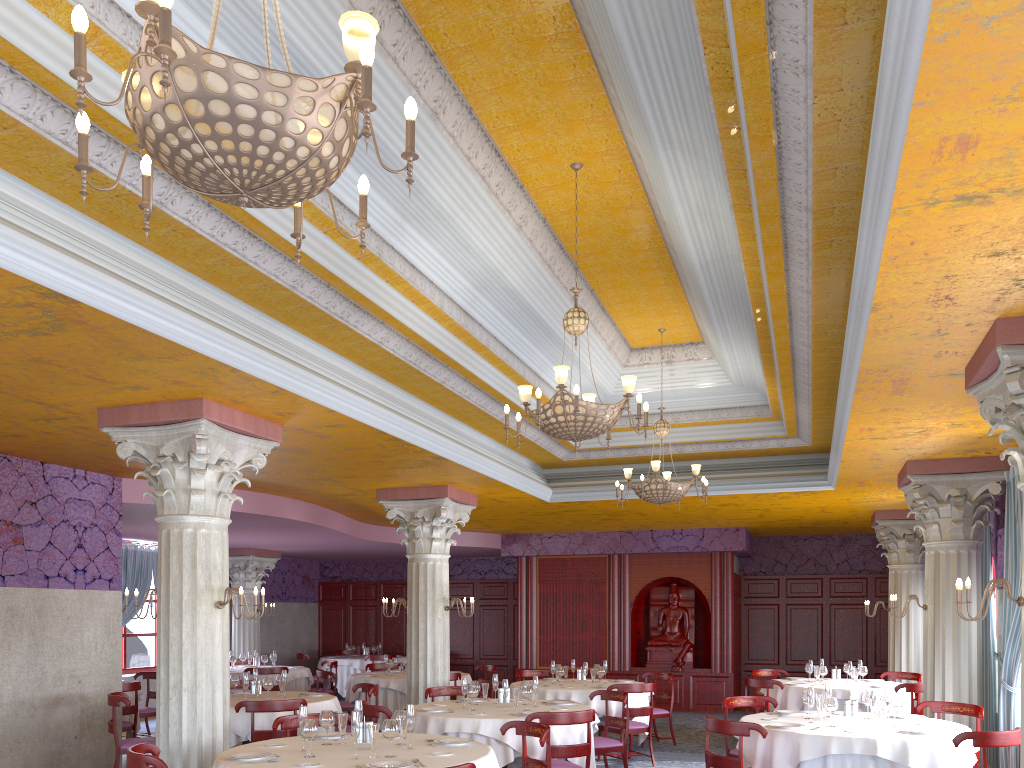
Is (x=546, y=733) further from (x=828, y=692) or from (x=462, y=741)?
(x=828, y=692)

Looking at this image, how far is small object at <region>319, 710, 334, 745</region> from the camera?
6.13m

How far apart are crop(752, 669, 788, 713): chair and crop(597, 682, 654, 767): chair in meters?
3.3

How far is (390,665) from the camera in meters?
13.2

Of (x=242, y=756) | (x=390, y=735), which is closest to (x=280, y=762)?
(x=242, y=756)

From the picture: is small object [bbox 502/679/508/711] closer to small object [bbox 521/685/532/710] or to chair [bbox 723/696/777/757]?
small object [bbox 521/685/532/710]

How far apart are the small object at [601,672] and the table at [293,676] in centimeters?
579cm

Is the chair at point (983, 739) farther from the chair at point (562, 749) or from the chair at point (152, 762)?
the chair at point (152, 762)

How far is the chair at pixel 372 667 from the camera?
14.7m

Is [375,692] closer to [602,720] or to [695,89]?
[602,720]
